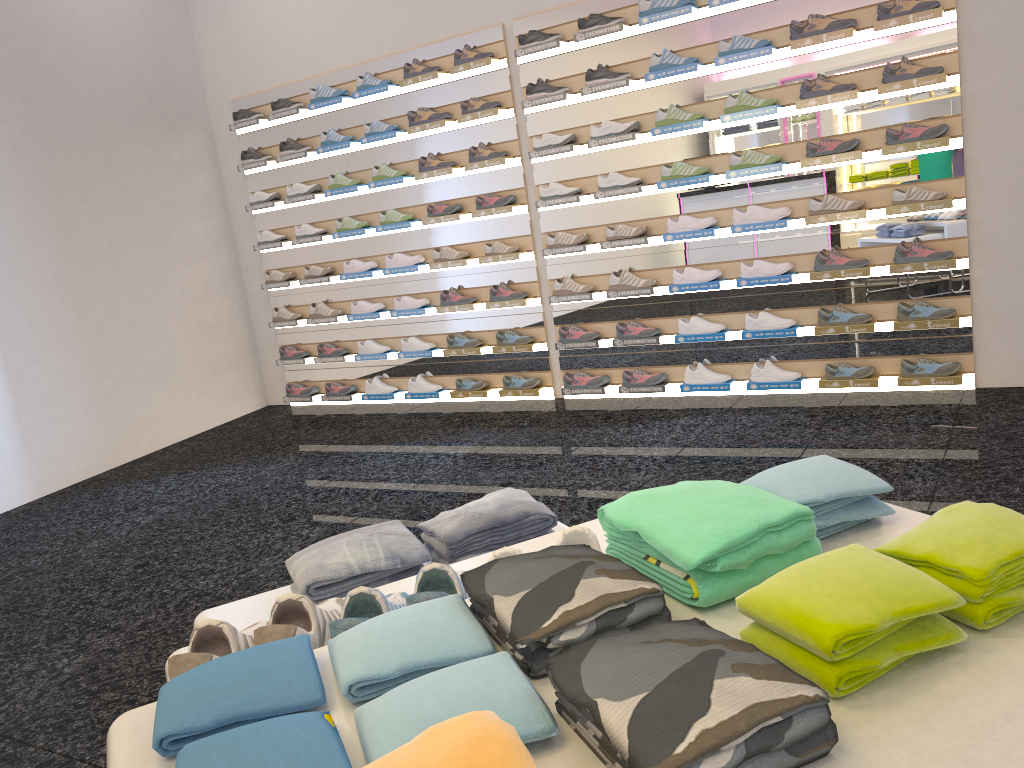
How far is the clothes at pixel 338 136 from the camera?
6.4m

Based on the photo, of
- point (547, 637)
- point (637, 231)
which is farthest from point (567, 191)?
point (547, 637)

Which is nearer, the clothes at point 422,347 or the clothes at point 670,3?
the clothes at point 670,3

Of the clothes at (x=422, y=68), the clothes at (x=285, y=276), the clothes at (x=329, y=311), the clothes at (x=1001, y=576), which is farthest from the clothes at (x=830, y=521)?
the clothes at (x=285, y=276)

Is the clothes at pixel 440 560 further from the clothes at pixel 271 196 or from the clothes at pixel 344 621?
the clothes at pixel 271 196

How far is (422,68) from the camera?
5.87m

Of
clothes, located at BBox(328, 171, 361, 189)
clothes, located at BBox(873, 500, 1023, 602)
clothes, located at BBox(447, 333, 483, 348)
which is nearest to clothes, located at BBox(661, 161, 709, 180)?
clothes, located at BBox(447, 333, 483, 348)

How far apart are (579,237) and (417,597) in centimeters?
452cm

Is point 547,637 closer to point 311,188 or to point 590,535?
point 590,535

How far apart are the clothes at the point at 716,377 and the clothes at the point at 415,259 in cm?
207
